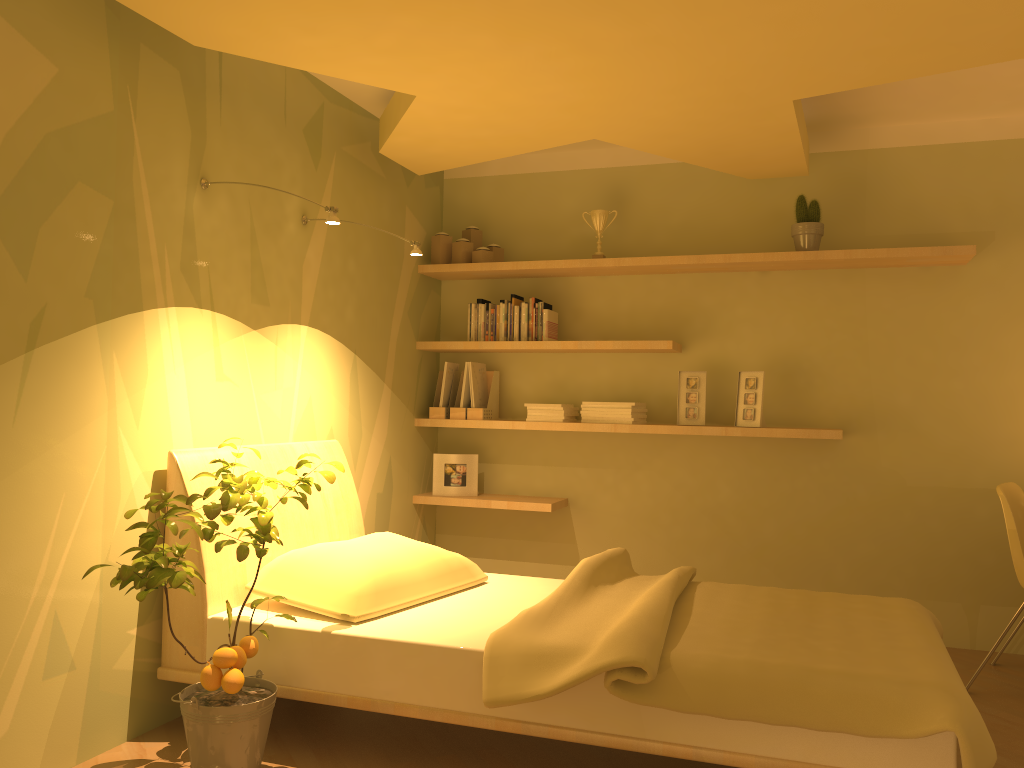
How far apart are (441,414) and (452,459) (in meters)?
0.24

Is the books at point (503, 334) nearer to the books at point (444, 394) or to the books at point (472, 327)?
the books at point (472, 327)

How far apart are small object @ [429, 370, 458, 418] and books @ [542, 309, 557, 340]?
0.61m

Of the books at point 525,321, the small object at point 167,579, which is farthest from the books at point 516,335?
the small object at point 167,579

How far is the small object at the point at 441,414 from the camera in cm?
459

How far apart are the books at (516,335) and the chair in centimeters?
224cm

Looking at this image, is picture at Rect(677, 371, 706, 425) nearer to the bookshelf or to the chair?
the bookshelf

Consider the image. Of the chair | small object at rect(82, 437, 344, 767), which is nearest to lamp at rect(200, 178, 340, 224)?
small object at rect(82, 437, 344, 767)

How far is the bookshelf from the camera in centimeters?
391cm

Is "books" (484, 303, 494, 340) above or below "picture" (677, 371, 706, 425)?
above
